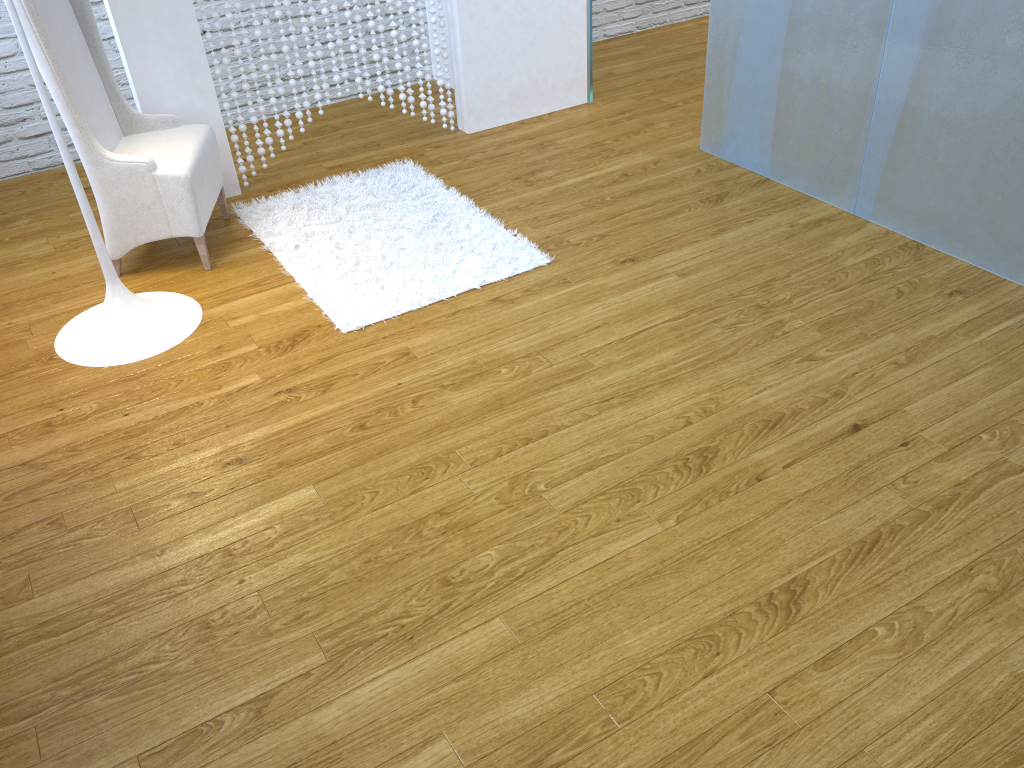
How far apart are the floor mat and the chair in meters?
0.1

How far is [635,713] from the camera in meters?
1.4 m

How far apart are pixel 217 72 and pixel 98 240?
1.0 meters

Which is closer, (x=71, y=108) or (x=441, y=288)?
(x=71, y=108)

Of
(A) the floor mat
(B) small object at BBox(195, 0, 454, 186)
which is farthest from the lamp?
(B) small object at BBox(195, 0, 454, 186)

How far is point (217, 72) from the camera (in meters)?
3.11

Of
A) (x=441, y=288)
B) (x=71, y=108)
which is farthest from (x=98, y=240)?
(x=441, y=288)

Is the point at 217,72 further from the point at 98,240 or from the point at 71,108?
the point at 98,240

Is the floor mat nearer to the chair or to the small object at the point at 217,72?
the chair

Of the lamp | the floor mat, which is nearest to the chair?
the floor mat
